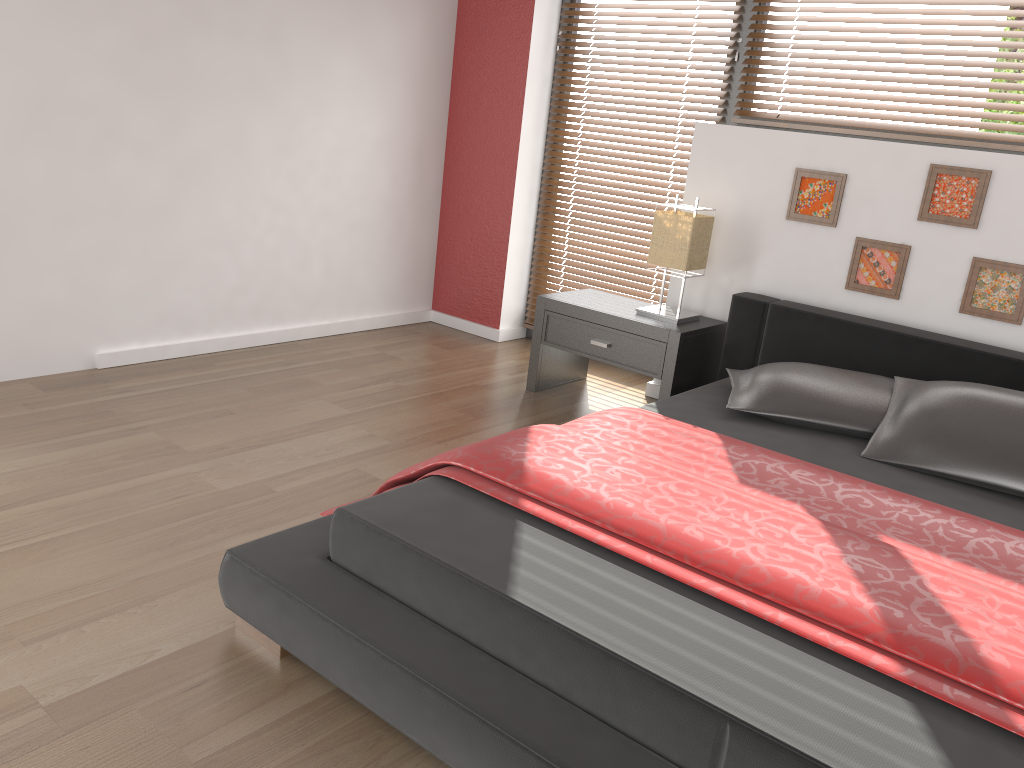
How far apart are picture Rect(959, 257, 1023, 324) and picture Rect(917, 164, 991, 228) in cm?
12

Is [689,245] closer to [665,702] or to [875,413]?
[875,413]

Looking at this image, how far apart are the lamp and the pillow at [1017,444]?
0.97m

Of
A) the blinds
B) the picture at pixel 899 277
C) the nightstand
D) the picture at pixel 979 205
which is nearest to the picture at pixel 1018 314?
the picture at pixel 979 205

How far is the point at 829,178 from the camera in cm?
336

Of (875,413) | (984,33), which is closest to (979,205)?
(984,33)

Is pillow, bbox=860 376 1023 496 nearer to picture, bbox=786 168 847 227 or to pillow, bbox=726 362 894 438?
pillow, bbox=726 362 894 438

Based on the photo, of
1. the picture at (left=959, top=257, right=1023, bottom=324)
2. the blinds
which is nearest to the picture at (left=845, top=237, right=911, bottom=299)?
Answer: the picture at (left=959, top=257, right=1023, bottom=324)

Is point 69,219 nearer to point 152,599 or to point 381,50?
point 381,50

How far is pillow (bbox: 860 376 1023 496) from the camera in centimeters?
239cm
